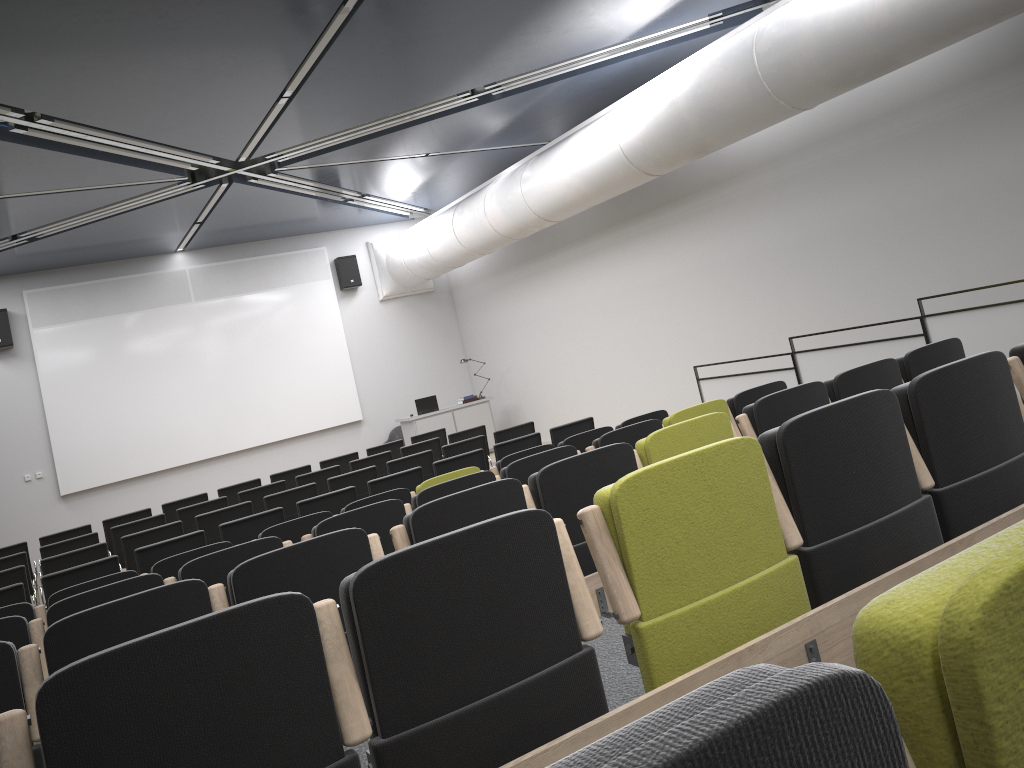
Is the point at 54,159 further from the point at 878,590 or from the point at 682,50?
the point at 878,590

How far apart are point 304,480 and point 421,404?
5.51m

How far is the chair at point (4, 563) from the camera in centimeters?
904cm

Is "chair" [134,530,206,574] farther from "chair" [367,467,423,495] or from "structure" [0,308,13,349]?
"structure" [0,308,13,349]

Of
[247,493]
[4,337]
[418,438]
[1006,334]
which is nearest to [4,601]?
[247,493]

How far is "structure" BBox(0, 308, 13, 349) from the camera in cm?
1425

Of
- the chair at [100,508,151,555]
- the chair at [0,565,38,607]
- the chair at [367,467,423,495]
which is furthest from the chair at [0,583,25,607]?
the chair at [100,508,151,555]

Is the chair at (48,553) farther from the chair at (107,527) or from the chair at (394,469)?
the chair at (394,469)

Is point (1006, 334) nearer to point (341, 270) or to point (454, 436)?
point (454, 436)

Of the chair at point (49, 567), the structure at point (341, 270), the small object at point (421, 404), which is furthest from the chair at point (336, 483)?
the structure at point (341, 270)
